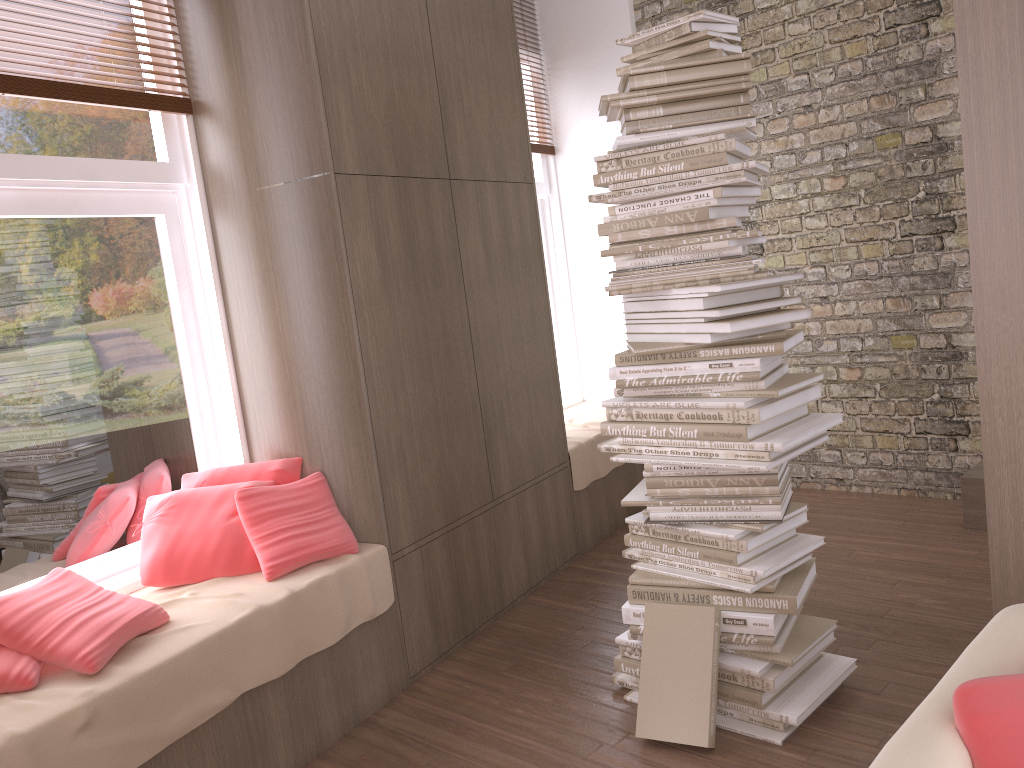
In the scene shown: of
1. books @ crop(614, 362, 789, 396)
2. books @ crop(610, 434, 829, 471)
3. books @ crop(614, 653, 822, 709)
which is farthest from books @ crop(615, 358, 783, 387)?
books @ crop(614, 653, 822, 709)

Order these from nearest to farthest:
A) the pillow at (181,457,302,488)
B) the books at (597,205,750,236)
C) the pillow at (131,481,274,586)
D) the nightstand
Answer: the books at (597,205,750,236) → the pillow at (131,481,274,586) → the pillow at (181,457,302,488) → the nightstand

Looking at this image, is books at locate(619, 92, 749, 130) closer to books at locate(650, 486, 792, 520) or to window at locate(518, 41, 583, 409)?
books at locate(650, 486, 792, 520)

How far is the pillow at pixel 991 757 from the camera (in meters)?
1.08

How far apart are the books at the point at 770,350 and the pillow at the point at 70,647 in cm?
153

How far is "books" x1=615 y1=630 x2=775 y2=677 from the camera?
2.55m

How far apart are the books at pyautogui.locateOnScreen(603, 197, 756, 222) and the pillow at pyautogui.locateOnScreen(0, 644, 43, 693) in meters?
2.0

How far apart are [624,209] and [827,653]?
1.55m

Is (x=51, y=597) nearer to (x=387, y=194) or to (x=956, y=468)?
(x=387, y=194)

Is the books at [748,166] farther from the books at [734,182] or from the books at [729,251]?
the books at [729,251]
